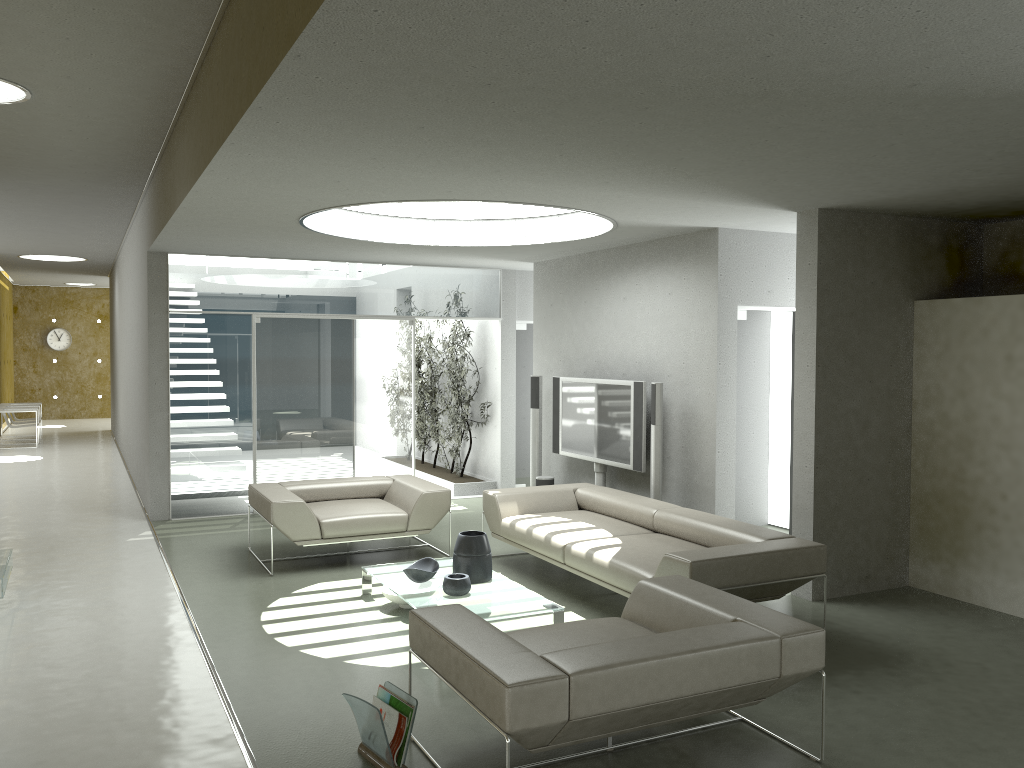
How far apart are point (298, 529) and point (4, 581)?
2.0m

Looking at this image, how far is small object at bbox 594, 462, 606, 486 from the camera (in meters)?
8.24

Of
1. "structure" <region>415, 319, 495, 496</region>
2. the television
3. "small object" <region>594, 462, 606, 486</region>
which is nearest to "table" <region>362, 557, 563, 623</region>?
the television

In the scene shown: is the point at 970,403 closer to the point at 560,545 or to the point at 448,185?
the point at 560,545

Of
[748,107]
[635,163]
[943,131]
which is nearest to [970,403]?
[943,131]

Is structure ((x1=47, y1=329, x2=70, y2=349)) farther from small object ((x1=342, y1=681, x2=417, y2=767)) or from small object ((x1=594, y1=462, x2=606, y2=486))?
small object ((x1=342, y1=681, x2=417, y2=767))

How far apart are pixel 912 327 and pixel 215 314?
6.55m

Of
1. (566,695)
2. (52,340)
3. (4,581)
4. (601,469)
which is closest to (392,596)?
(4,581)

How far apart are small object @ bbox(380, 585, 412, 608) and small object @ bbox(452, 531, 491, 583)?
0.4m

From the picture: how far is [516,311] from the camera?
10.67m
